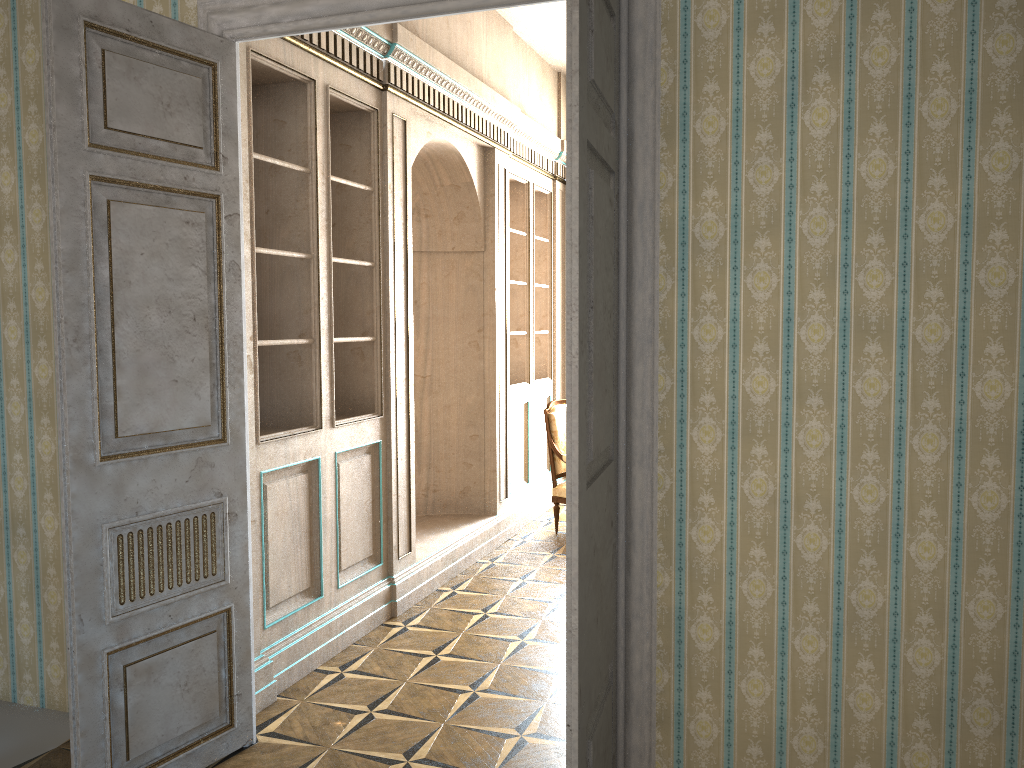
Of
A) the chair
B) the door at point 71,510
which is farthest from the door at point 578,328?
the chair

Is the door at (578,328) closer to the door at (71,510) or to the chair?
the door at (71,510)

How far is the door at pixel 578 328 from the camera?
2.1 meters

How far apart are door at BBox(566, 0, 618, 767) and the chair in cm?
390

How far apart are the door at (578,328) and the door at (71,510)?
1.4m

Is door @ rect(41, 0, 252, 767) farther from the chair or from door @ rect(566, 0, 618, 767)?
the chair

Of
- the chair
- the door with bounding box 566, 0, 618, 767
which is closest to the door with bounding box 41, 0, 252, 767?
the door with bounding box 566, 0, 618, 767

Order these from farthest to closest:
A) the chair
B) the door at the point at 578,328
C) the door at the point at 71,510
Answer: the chair
the door at the point at 71,510
the door at the point at 578,328

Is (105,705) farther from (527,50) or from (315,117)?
(527,50)

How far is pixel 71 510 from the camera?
2.7 meters
